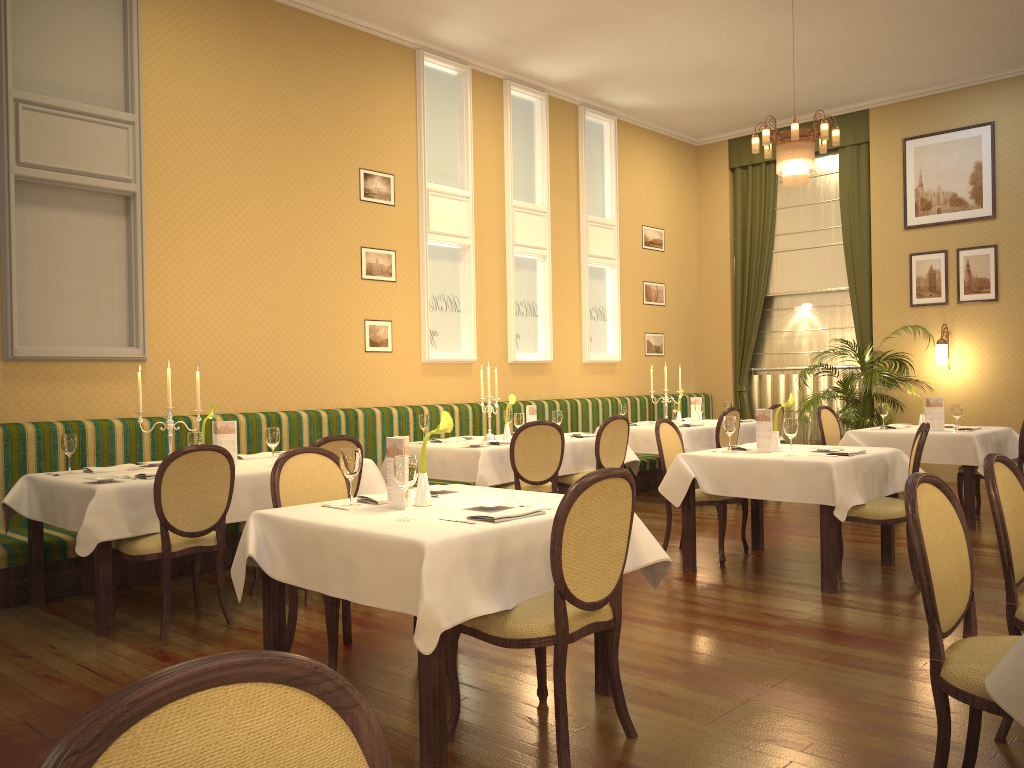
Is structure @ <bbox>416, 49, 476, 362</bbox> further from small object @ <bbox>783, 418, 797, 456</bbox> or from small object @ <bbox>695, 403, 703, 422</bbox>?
small object @ <bbox>783, 418, 797, 456</bbox>

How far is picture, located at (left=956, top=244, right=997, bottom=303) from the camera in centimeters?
970cm

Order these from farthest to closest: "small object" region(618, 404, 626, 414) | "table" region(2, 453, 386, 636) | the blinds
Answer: the blinds → "small object" region(618, 404, 626, 414) → "table" region(2, 453, 386, 636)

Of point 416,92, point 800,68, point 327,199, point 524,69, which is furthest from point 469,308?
point 800,68

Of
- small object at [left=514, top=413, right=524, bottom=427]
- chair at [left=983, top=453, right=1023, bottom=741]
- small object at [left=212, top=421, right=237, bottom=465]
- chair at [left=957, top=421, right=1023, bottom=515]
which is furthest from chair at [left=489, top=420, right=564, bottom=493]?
chair at [left=983, top=453, right=1023, bottom=741]

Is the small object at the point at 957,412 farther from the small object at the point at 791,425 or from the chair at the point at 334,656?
the chair at the point at 334,656

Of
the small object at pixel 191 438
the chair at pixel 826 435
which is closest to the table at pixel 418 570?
the small object at pixel 191 438

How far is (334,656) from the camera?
3.6 meters

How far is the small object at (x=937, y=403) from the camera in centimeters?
749cm

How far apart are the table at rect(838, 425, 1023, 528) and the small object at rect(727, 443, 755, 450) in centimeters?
201cm
